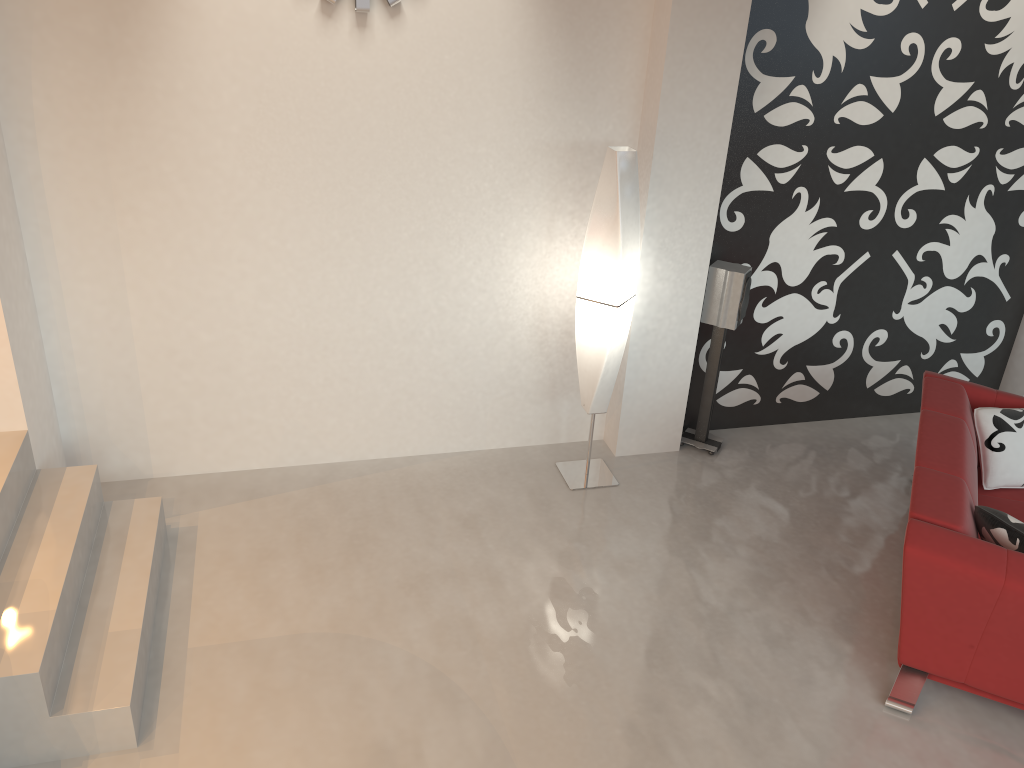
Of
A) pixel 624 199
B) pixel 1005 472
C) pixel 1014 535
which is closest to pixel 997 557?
pixel 1014 535

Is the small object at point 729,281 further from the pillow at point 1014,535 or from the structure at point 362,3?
the structure at point 362,3

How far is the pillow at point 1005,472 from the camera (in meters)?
4.23

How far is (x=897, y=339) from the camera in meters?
5.5 m

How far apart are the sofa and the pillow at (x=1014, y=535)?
0.03m

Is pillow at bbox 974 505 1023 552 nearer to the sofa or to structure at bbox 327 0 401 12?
the sofa

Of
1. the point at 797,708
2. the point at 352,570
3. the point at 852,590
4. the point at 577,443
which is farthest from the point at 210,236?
the point at 852,590

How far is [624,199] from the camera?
4.14m

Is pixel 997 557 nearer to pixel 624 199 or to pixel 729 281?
pixel 729 281

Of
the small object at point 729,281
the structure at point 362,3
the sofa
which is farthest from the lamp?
the sofa
